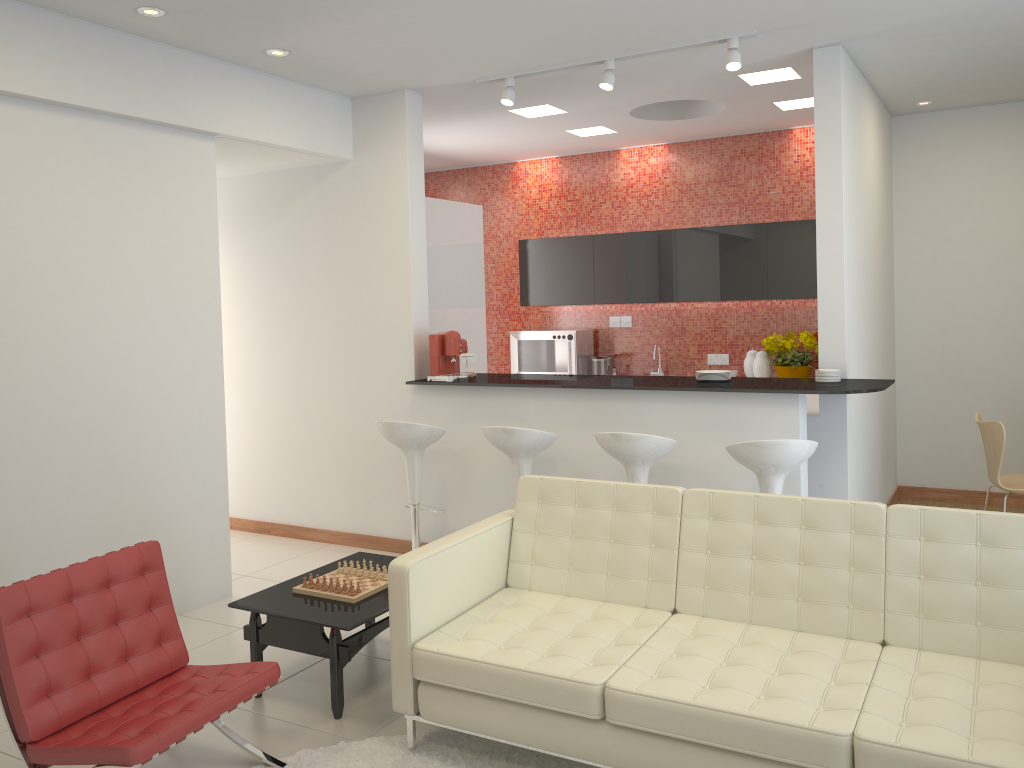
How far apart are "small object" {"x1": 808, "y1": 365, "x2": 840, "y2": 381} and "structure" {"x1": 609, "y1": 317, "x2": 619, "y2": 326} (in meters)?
3.60

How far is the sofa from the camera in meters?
2.8

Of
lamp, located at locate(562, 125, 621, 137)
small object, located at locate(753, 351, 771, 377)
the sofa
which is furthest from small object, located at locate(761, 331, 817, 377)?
the sofa

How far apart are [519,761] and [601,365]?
5.28m

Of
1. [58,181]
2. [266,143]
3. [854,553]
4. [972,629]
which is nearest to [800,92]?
[266,143]

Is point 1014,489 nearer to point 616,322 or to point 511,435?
point 511,435

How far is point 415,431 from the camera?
5.47m

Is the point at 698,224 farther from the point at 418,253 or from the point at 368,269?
the point at 368,269

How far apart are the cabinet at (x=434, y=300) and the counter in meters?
0.6 m

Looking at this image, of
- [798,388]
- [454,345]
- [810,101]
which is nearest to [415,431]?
[454,345]
